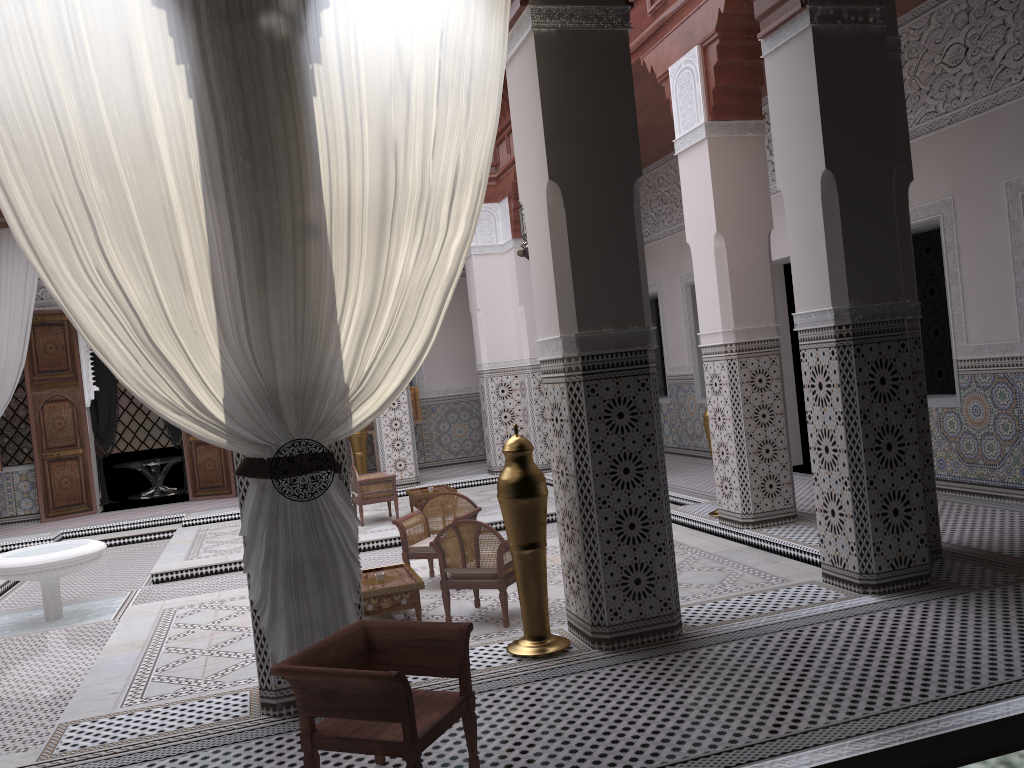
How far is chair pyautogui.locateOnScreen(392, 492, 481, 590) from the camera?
3.1m

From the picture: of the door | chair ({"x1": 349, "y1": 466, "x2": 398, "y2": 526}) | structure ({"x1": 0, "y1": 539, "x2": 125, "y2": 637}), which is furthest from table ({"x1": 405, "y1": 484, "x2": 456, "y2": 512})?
the door

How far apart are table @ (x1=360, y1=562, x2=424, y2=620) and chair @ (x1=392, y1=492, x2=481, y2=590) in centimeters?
14cm

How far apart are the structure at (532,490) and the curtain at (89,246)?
0.4m

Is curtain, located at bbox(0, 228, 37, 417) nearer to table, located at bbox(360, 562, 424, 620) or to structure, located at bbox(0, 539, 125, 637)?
structure, located at bbox(0, 539, 125, 637)

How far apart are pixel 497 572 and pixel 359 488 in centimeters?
222cm

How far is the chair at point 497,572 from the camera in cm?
253

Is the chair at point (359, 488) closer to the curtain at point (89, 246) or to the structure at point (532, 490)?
the structure at point (532, 490)

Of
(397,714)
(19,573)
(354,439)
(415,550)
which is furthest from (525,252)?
(354,439)

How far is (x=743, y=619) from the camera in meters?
2.2
